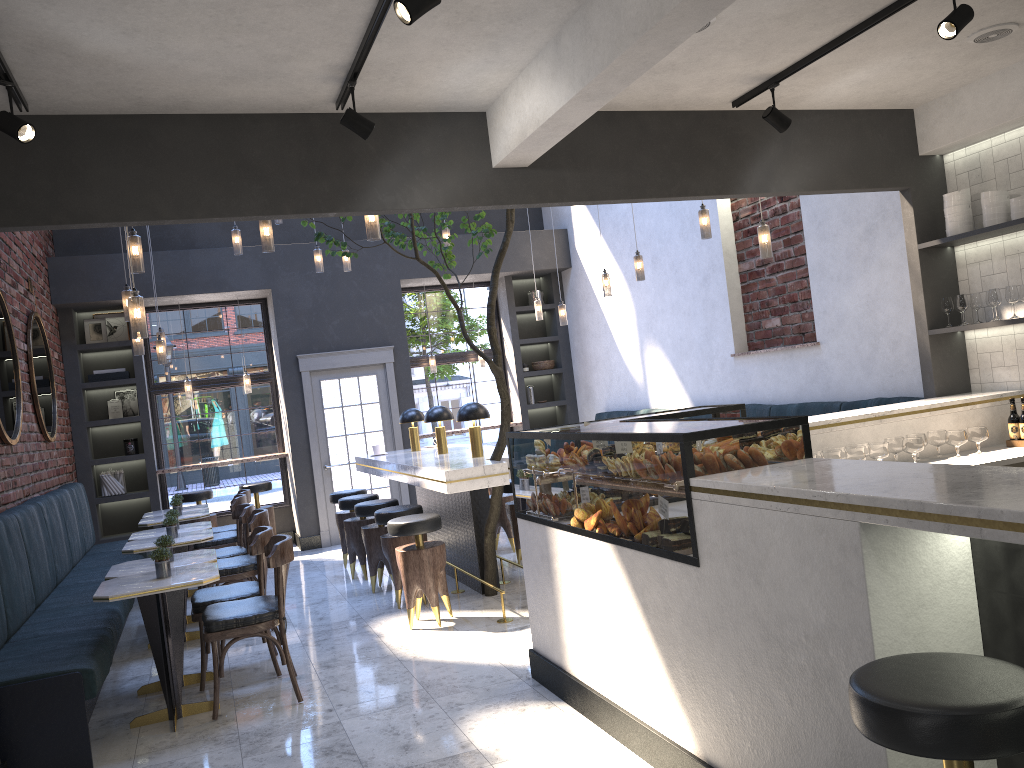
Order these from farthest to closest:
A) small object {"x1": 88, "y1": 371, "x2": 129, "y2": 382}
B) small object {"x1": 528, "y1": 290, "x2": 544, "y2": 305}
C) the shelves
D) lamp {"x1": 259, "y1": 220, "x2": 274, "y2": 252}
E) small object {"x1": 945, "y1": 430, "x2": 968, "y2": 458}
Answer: small object {"x1": 528, "y1": 290, "x2": 544, "y2": 305} → small object {"x1": 88, "y1": 371, "x2": 129, "y2": 382} → lamp {"x1": 259, "y1": 220, "x2": 274, "y2": 252} → the shelves → small object {"x1": 945, "y1": 430, "x2": 968, "y2": 458}

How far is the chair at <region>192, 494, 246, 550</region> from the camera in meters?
8.0

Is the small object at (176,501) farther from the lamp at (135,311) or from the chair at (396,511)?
the lamp at (135,311)

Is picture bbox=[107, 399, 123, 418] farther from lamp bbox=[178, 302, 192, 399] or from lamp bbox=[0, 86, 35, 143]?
lamp bbox=[0, 86, 35, 143]

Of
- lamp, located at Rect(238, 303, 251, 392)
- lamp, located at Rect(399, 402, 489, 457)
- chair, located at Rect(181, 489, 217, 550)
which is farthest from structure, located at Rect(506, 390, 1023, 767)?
lamp, located at Rect(238, 303, 251, 392)

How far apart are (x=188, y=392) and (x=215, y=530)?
2.2 meters

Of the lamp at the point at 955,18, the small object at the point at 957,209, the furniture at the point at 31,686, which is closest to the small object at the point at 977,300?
the small object at the point at 957,209

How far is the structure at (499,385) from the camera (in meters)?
5.94

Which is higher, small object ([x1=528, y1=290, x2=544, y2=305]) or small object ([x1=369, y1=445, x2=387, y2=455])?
small object ([x1=528, y1=290, x2=544, y2=305])

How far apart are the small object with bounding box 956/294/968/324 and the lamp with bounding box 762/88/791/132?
1.71m
